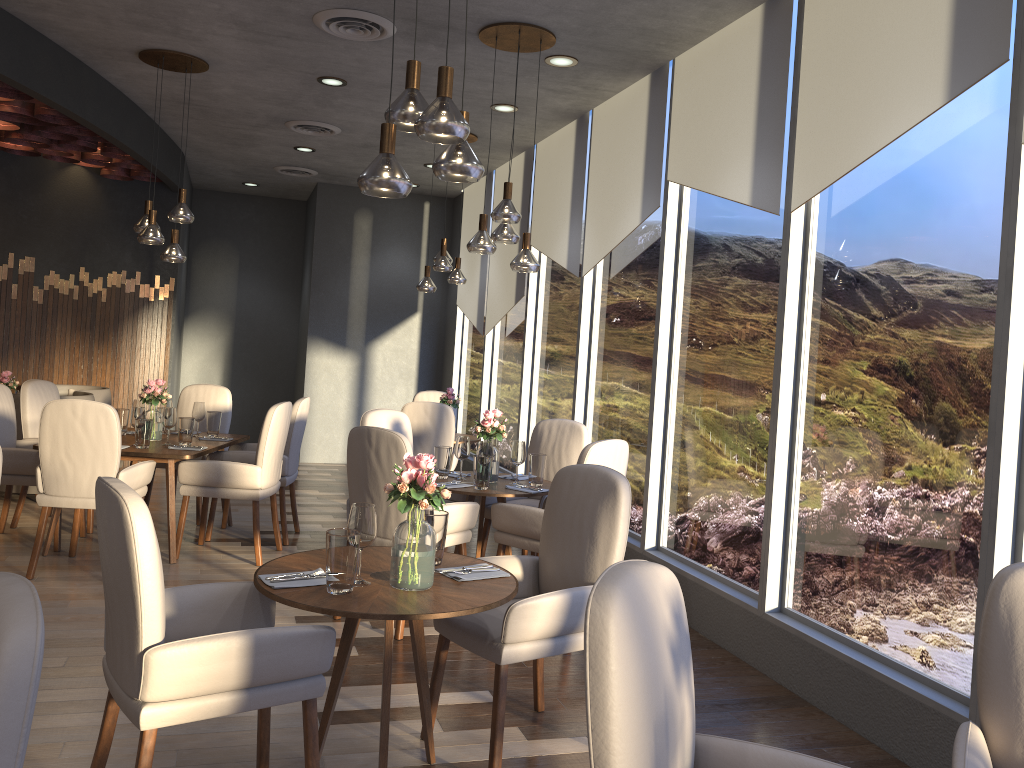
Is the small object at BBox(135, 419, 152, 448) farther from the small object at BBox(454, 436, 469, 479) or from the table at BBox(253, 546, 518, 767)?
the table at BBox(253, 546, 518, 767)

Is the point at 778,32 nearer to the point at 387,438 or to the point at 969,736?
the point at 387,438

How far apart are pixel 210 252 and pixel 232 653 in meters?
9.6 m

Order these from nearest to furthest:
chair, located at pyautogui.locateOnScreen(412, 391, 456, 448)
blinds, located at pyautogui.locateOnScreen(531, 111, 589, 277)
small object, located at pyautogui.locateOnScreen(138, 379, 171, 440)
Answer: small object, located at pyautogui.locateOnScreen(138, 379, 171, 440) → blinds, located at pyautogui.locateOnScreen(531, 111, 589, 277) → chair, located at pyautogui.locateOnScreen(412, 391, 456, 448)

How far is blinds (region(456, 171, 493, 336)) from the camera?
9.1m

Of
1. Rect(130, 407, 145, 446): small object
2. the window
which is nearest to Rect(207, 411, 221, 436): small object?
Rect(130, 407, 145, 446): small object

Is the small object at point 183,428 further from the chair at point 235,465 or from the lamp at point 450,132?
the lamp at point 450,132

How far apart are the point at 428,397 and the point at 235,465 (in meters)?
3.05

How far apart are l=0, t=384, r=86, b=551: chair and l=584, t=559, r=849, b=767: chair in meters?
4.8 m

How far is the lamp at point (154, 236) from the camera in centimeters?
568cm
